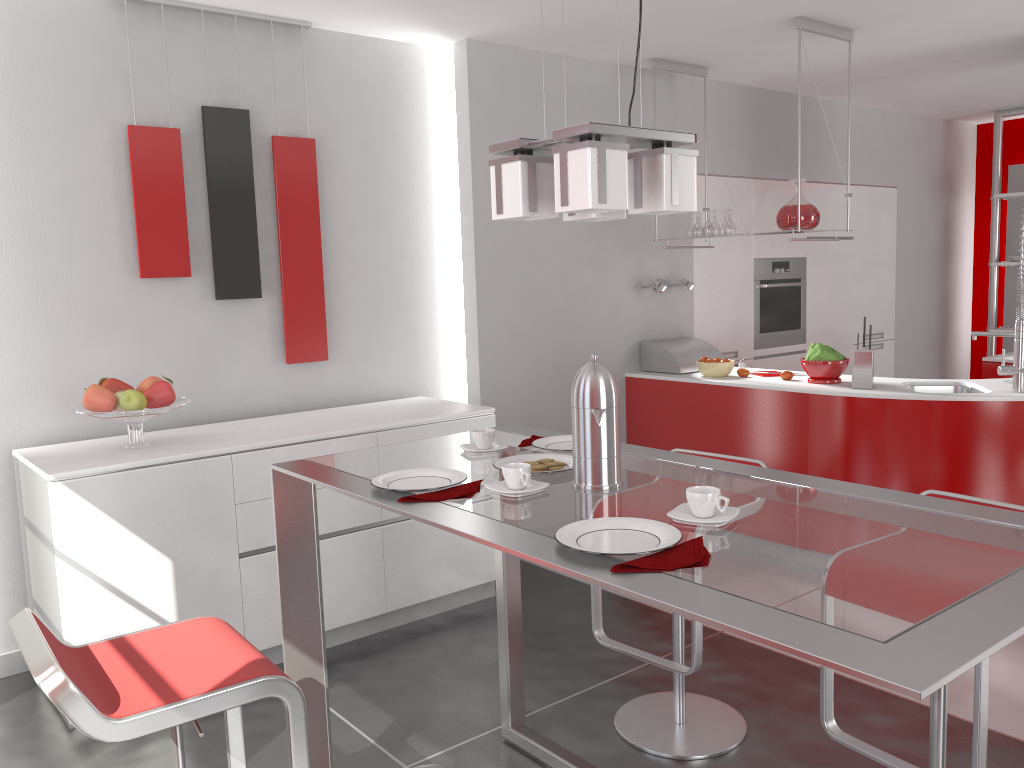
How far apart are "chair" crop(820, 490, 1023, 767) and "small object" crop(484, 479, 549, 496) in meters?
0.9

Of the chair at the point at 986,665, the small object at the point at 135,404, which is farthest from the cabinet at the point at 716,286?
the small object at the point at 135,404

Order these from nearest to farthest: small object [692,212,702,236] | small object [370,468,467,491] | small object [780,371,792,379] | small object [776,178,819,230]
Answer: small object [370,468,467,491], small object [776,178,819,230], small object [780,371,792,379], small object [692,212,702,236]

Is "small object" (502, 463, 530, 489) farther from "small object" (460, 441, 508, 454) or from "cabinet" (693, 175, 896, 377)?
"cabinet" (693, 175, 896, 377)

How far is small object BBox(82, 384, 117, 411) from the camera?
3.15m

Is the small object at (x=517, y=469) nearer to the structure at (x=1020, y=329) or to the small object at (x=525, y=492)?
the small object at (x=525, y=492)

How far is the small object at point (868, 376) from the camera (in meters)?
4.12

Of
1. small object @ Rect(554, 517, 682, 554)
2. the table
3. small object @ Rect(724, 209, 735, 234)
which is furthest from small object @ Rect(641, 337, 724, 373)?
small object @ Rect(554, 517, 682, 554)

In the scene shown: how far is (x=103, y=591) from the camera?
3.0 meters

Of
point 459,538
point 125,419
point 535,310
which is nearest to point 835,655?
point 125,419
